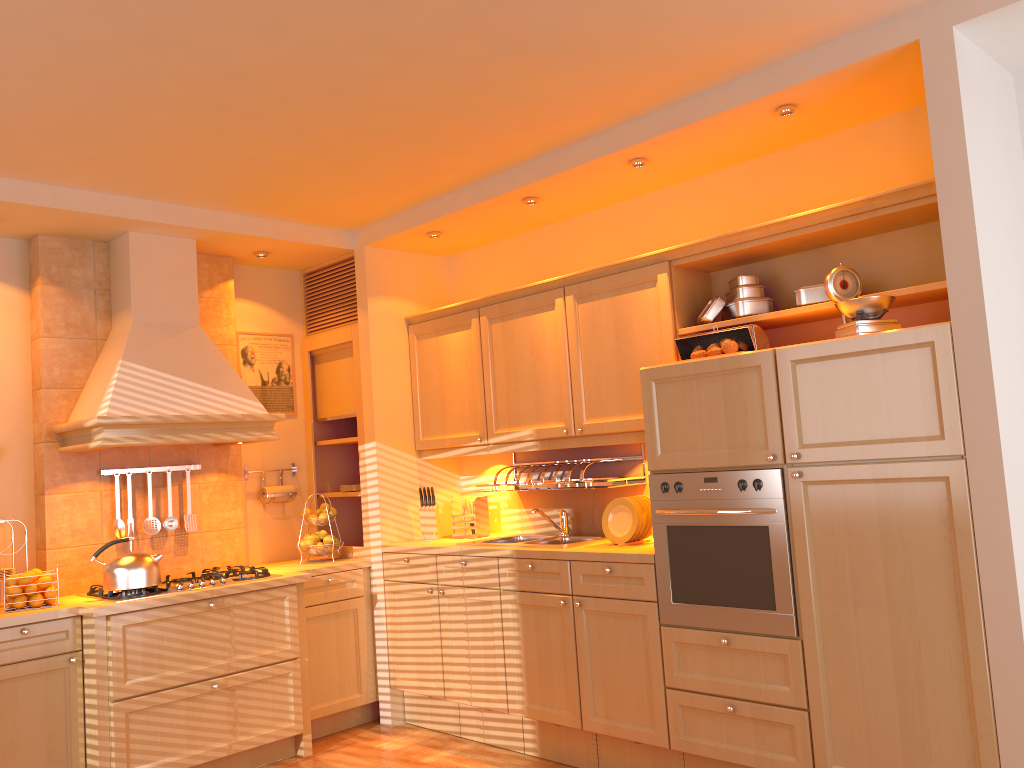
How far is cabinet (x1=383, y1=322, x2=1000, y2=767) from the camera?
2.75m

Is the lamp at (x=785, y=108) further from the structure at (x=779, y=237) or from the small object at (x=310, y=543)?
the small object at (x=310, y=543)

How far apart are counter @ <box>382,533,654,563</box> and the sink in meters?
0.1 m

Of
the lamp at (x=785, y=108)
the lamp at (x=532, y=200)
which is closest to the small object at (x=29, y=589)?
the lamp at (x=532, y=200)

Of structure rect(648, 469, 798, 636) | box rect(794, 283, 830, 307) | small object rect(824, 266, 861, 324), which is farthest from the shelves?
small object rect(824, 266, 861, 324)

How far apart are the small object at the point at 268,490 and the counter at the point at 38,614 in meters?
0.4 m

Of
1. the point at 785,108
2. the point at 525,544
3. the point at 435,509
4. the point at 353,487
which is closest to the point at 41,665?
the point at 353,487

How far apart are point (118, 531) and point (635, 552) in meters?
2.5

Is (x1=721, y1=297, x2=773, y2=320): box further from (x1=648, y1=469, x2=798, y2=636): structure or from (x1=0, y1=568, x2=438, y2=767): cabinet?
(x1=0, y1=568, x2=438, y2=767): cabinet

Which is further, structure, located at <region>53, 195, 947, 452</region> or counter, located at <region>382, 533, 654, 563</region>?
counter, located at <region>382, 533, 654, 563</region>
